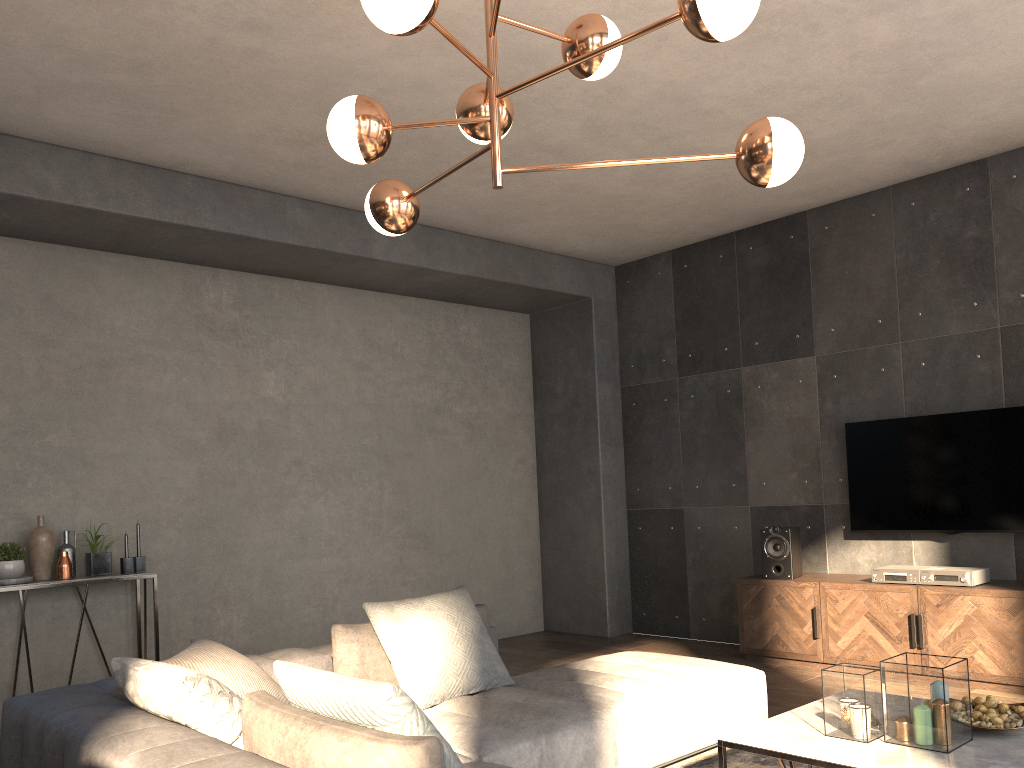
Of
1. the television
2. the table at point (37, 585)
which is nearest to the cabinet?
the television

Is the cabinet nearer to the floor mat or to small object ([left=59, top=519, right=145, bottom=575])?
the floor mat

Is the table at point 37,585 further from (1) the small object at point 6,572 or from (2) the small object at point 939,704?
(2) the small object at point 939,704

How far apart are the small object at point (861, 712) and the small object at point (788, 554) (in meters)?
2.73

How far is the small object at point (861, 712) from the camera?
2.8m

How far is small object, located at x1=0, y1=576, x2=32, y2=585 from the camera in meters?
4.6

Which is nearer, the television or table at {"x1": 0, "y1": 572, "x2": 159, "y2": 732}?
table at {"x1": 0, "y1": 572, "x2": 159, "y2": 732}

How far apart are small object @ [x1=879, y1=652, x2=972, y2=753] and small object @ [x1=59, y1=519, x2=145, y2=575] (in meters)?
4.00

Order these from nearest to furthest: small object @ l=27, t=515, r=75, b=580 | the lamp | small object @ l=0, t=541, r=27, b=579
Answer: the lamp < small object @ l=0, t=541, r=27, b=579 < small object @ l=27, t=515, r=75, b=580

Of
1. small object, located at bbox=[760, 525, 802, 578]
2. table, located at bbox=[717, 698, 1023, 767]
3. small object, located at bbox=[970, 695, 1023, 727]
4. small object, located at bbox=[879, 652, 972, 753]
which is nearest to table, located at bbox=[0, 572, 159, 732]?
table, located at bbox=[717, 698, 1023, 767]
